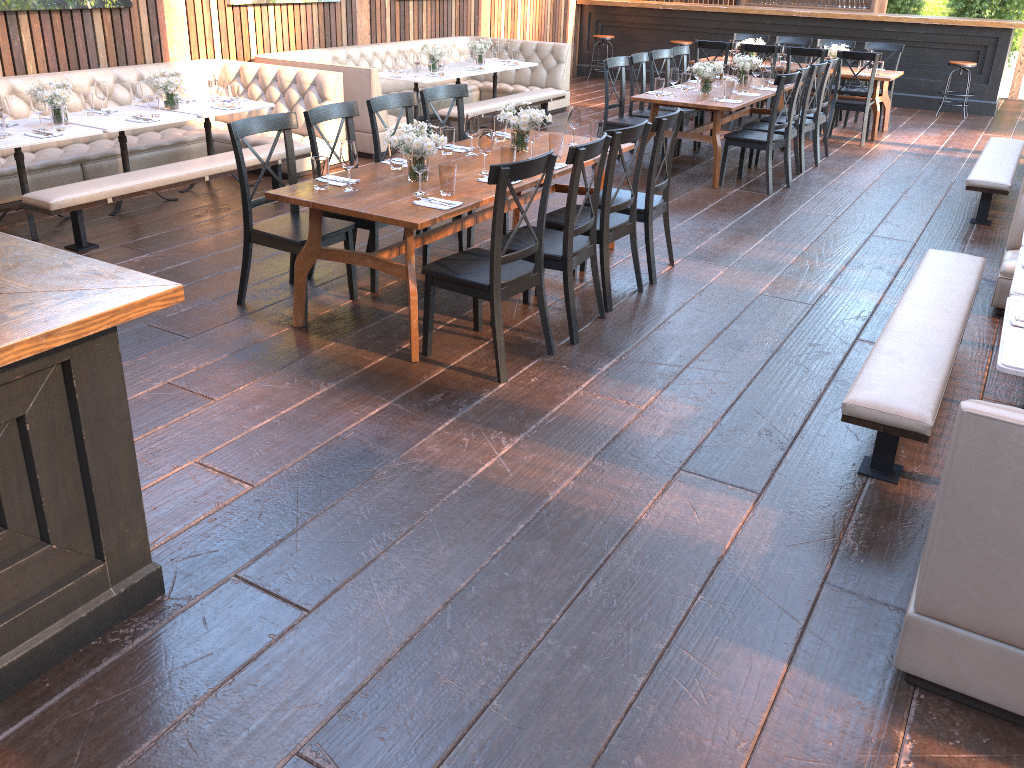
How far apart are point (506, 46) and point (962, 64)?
6.3 meters

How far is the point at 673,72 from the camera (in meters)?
7.87

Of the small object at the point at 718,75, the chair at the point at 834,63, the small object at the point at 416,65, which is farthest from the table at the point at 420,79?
the chair at the point at 834,63

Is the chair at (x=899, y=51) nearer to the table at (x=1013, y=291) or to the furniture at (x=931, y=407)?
the furniture at (x=931, y=407)

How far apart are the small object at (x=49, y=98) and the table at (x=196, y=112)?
0.9m

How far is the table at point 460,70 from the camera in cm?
984

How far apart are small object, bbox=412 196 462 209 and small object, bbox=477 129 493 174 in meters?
0.7

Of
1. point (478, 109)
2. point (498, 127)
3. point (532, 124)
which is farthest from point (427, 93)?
point (478, 109)

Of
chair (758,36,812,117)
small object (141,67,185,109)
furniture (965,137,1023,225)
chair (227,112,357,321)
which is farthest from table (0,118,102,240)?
chair (758,36,812,117)

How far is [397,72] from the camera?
9.4 meters
